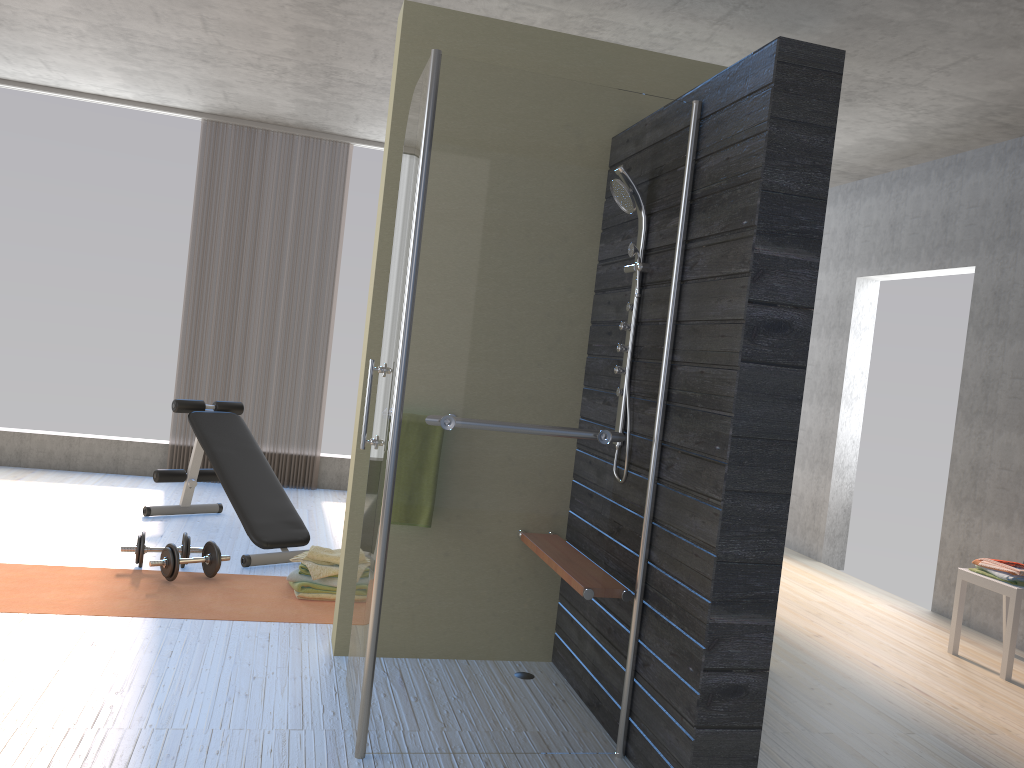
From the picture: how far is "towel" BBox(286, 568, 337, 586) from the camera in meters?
4.1

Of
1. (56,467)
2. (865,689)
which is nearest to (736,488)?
(865,689)

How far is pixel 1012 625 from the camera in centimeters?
407cm

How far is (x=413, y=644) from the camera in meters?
2.6

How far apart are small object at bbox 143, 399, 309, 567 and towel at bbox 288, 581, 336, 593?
0.49m

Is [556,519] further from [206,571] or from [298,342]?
[298,342]

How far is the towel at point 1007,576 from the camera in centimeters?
415cm

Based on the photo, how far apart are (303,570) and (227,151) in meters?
3.9 m

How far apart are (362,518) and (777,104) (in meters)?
2.09

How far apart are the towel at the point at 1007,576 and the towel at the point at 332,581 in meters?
3.1
